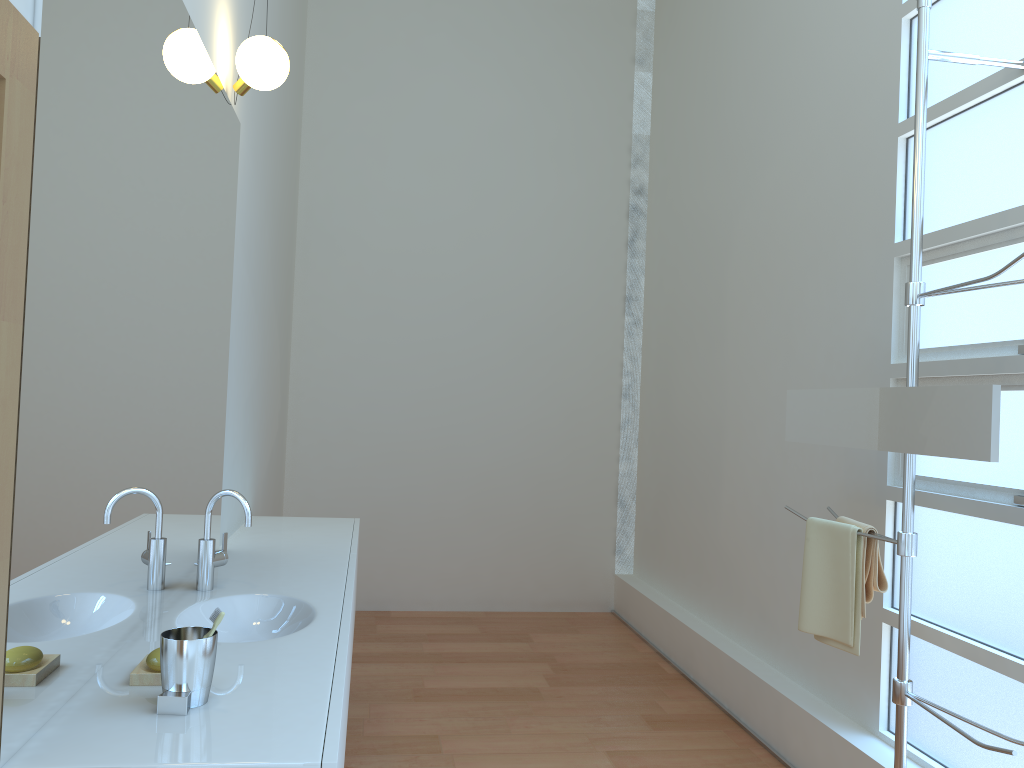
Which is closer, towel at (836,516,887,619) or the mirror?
the mirror

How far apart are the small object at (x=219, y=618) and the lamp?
1.8 meters

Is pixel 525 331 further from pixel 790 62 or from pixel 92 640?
pixel 92 640

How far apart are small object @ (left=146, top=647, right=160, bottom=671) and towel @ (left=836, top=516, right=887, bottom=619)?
1.84m

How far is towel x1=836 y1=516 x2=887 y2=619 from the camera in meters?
2.5

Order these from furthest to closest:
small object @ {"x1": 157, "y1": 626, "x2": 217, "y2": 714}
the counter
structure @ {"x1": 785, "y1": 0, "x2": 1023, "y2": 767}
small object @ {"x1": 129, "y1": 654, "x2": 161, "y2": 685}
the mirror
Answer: structure @ {"x1": 785, "y1": 0, "x2": 1023, "y2": 767}
the mirror
small object @ {"x1": 129, "y1": 654, "x2": 161, "y2": 685}
small object @ {"x1": 157, "y1": 626, "x2": 217, "y2": 714}
the counter

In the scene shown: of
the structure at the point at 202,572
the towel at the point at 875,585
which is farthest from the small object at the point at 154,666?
the towel at the point at 875,585

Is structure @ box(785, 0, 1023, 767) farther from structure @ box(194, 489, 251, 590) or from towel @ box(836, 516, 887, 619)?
structure @ box(194, 489, 251, 590)

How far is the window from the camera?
2.4 meters

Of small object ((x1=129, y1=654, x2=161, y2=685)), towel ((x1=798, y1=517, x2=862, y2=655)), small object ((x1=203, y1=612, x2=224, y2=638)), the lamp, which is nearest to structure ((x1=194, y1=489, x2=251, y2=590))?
small object ((x1=129, y1=654, x2=161, y2=685))
